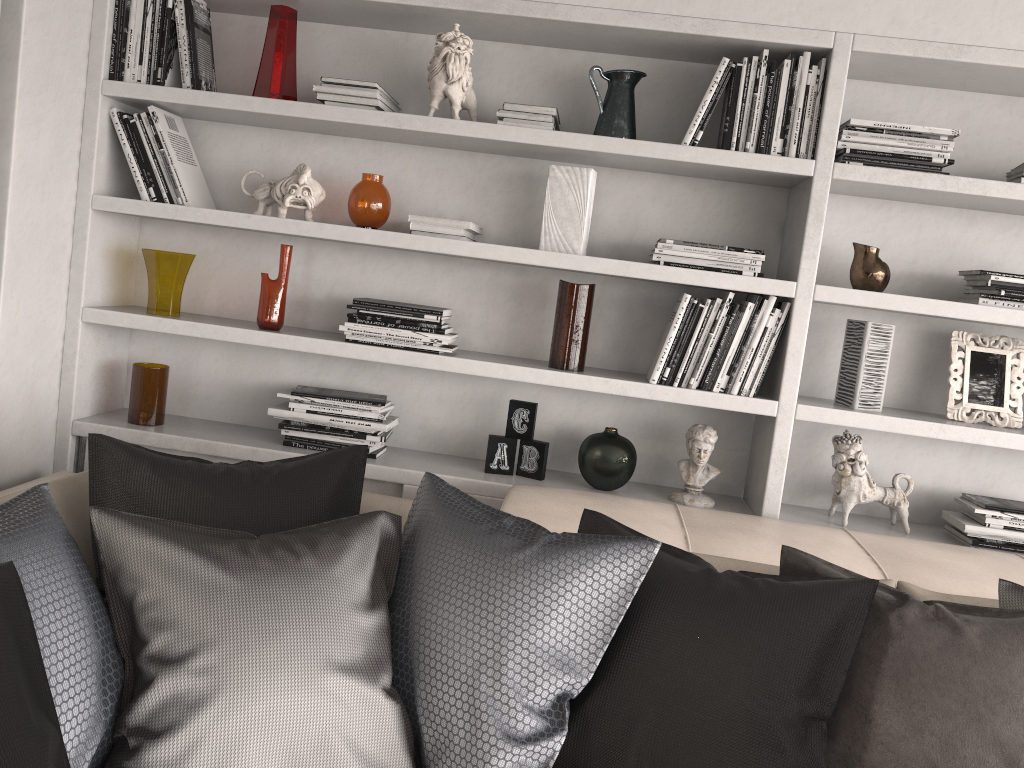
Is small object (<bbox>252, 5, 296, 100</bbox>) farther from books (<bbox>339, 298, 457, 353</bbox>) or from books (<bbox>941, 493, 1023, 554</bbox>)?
books (<bbox>941, 493, 1023, 554</bbox>)

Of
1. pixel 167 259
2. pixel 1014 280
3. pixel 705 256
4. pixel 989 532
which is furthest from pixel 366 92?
pixel 989 532

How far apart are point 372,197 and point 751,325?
1.17m

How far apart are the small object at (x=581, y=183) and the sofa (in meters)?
0.71

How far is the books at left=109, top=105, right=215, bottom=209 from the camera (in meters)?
2.65

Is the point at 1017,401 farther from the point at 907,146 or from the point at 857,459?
the point at 907,146

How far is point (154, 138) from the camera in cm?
265

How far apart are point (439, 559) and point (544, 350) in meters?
1.2 m

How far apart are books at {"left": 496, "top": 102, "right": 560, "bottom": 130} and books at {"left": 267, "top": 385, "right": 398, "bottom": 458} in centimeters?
90cm

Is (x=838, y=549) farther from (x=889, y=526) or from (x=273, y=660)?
(x=273, y=660)
